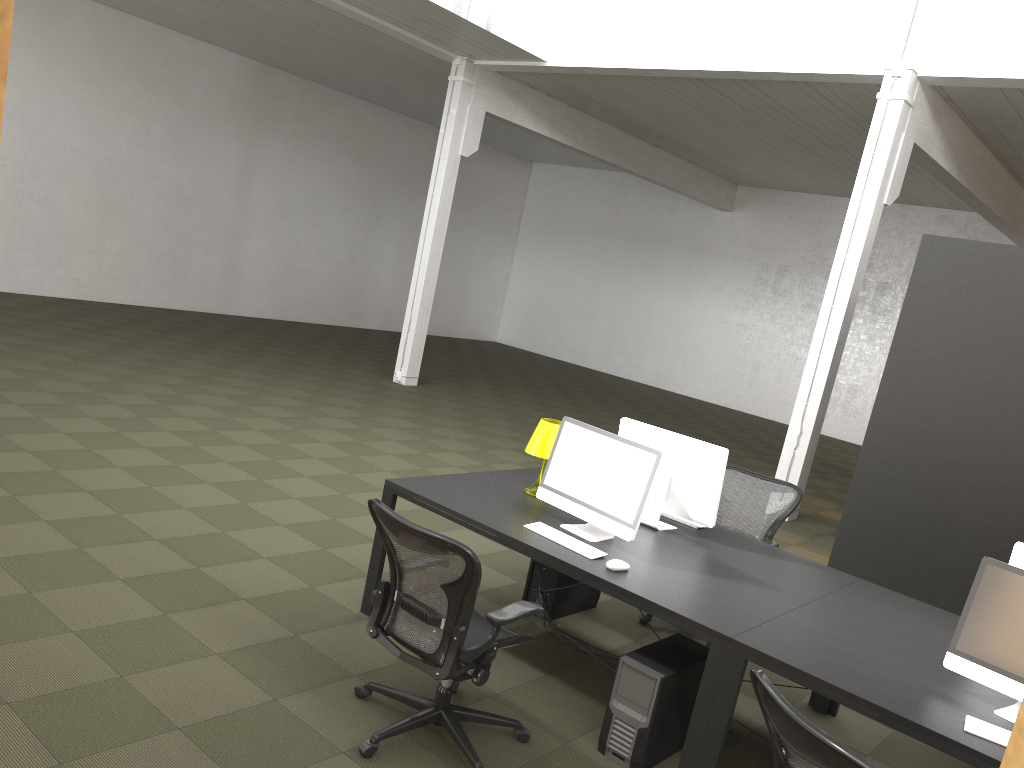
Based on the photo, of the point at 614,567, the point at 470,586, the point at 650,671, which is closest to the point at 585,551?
the point at 614,567

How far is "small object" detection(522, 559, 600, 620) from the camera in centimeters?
515cm

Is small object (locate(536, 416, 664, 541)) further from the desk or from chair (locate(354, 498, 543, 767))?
chair (locate(354, 498, 543, 767))

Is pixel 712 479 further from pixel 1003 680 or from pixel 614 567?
pixel 1003 680

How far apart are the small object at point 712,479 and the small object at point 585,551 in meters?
0.7 m

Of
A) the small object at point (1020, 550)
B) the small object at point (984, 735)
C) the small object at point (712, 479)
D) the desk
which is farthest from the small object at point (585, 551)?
the small object at point (1020, 550)

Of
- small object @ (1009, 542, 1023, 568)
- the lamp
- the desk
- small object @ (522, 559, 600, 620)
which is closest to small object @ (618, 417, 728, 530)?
the desk

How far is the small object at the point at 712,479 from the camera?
4.68m

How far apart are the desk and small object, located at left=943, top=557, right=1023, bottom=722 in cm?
3

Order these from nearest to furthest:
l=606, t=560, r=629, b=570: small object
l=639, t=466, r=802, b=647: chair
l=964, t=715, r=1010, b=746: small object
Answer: l=964, t=715, r=1010, b=746: small object
l=606, t=560, r=629, b=570: small object
l=639, t=466, r=802, b=647: chair
